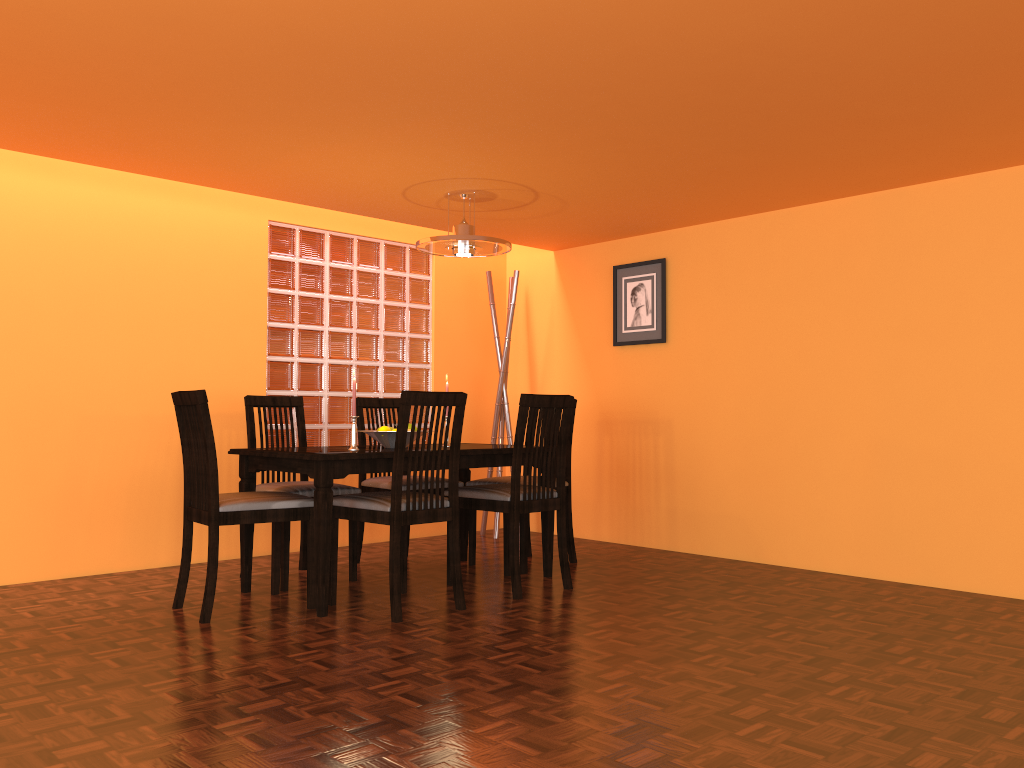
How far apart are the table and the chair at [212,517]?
0.1 meters

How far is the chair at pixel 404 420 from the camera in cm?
309

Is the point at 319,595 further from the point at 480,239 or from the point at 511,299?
the point at 511,299

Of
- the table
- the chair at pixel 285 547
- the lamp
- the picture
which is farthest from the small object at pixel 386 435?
the picture

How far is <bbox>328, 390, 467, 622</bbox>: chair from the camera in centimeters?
309cm

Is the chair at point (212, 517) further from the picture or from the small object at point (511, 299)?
the picture

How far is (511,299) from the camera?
5.19m

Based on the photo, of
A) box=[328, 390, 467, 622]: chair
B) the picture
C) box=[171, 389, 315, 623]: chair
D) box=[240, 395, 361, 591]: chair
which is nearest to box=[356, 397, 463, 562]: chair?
box=[240, 395, 361, 591]: chair

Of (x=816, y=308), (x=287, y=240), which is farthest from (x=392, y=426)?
(x=816, y=308)

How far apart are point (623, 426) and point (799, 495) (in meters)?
1.11
